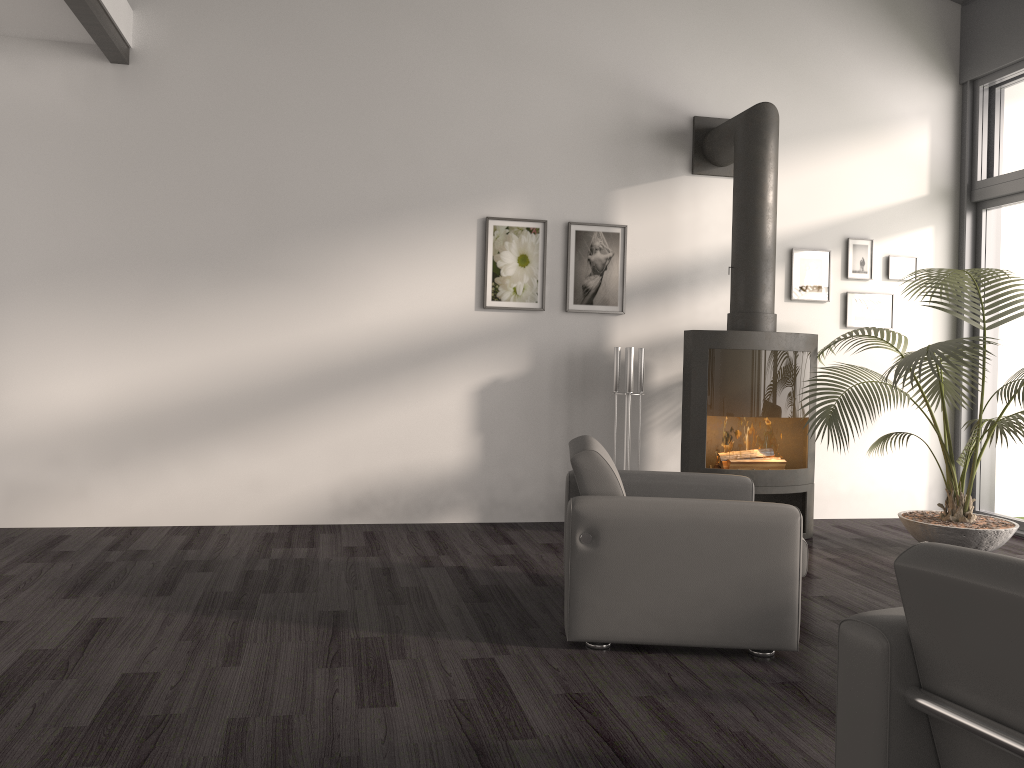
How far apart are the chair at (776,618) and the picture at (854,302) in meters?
2.6

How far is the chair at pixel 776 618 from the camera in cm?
315

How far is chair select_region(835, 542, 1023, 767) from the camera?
1.5 meters

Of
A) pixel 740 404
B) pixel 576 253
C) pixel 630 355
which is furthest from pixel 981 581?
pixel 576 253

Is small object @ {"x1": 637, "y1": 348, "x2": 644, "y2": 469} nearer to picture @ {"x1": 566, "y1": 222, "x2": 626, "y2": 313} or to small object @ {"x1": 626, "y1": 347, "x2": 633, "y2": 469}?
small object @ {"x1": 626, "y1": 347, "x2": 633, "y2": 469}

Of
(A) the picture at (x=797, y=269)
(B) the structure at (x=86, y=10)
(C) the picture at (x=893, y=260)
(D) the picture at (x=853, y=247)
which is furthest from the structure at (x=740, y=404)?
(B) the structure at (x=86, y=10)

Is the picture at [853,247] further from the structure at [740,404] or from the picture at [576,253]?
the picture at [576,253]

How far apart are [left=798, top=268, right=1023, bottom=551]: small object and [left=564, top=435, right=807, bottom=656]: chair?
1.2 meters

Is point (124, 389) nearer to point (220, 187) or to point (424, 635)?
point (220, 187)

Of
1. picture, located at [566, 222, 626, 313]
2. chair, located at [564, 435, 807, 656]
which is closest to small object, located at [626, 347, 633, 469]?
picture, located at [566, 222, 626, 313]
